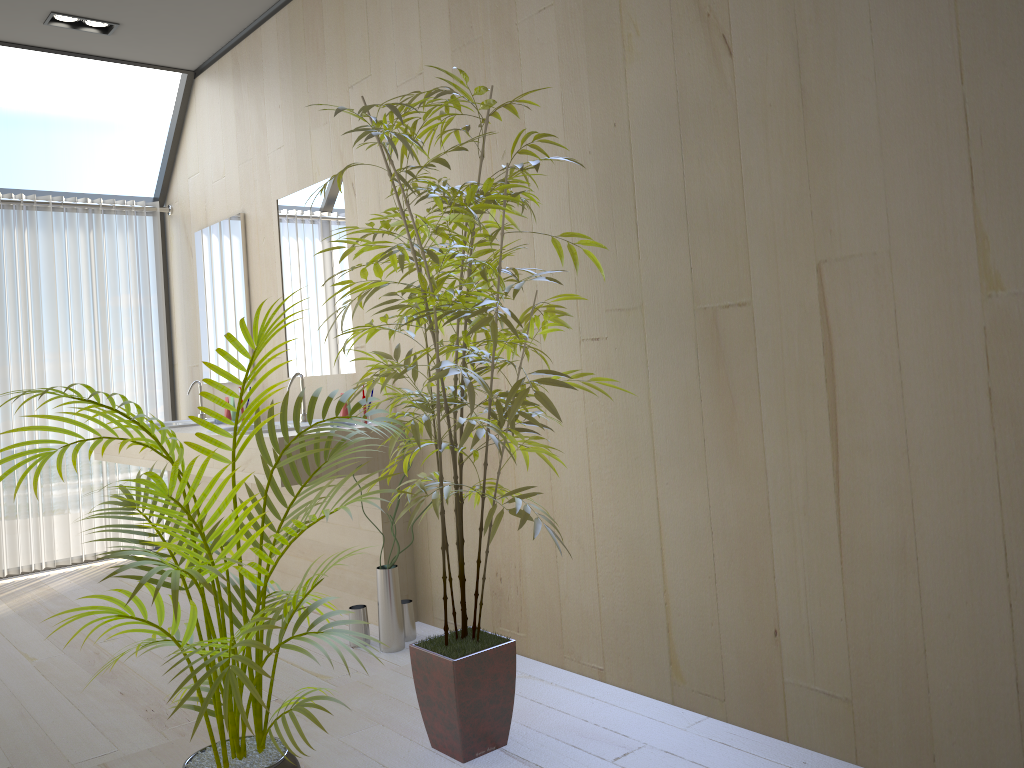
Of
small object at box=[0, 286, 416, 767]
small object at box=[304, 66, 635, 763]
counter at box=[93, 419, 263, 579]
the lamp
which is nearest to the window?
the lamp

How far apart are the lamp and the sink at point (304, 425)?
2.1 meters

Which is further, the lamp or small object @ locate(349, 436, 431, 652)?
the lamp

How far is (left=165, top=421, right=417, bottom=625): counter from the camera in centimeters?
341cm

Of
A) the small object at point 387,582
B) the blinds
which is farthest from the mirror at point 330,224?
the blinds

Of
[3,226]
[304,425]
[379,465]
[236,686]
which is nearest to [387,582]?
[379,465]

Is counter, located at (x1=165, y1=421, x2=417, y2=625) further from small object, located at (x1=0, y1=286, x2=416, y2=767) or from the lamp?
the lamp

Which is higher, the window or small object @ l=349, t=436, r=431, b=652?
the window

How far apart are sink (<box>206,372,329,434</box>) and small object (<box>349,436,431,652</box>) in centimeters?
71cm

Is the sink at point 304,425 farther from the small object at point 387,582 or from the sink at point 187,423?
the sink at point 187,423
